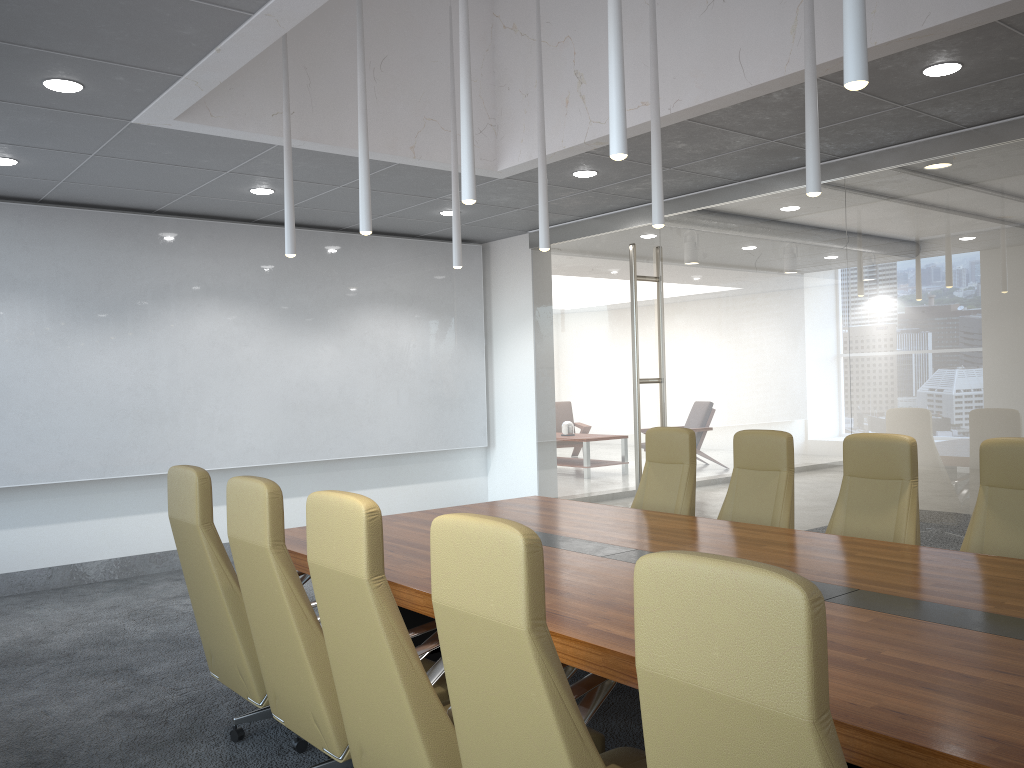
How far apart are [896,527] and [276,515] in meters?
3.4 m

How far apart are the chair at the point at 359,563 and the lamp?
1.62m

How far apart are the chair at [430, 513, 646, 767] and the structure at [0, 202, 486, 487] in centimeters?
646cm

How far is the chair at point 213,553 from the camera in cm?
411

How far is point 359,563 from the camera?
2.9 meters

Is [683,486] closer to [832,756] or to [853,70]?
[853,70]

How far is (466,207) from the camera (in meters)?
8.79

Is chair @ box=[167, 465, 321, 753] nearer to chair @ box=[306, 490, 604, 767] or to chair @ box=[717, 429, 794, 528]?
chair @ box=[306, 490, 604, 767]

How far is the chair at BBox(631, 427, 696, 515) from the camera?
6.2m

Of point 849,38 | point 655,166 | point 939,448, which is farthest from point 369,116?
point 939,448
